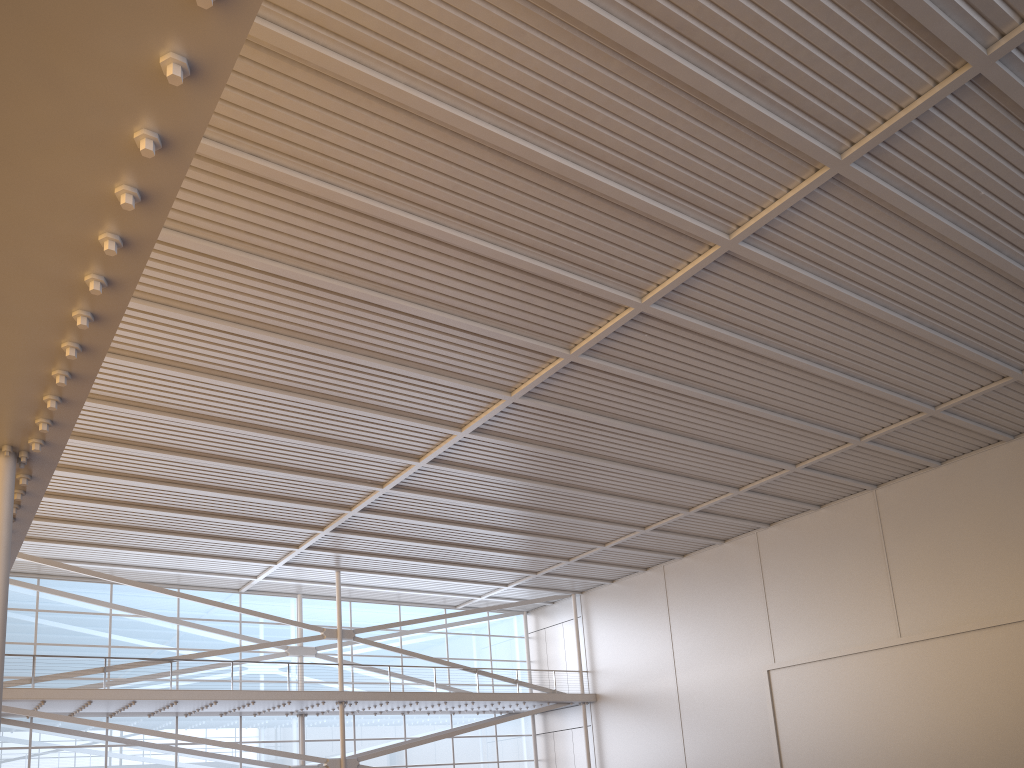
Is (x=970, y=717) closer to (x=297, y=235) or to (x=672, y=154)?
(x=672, y=154)
